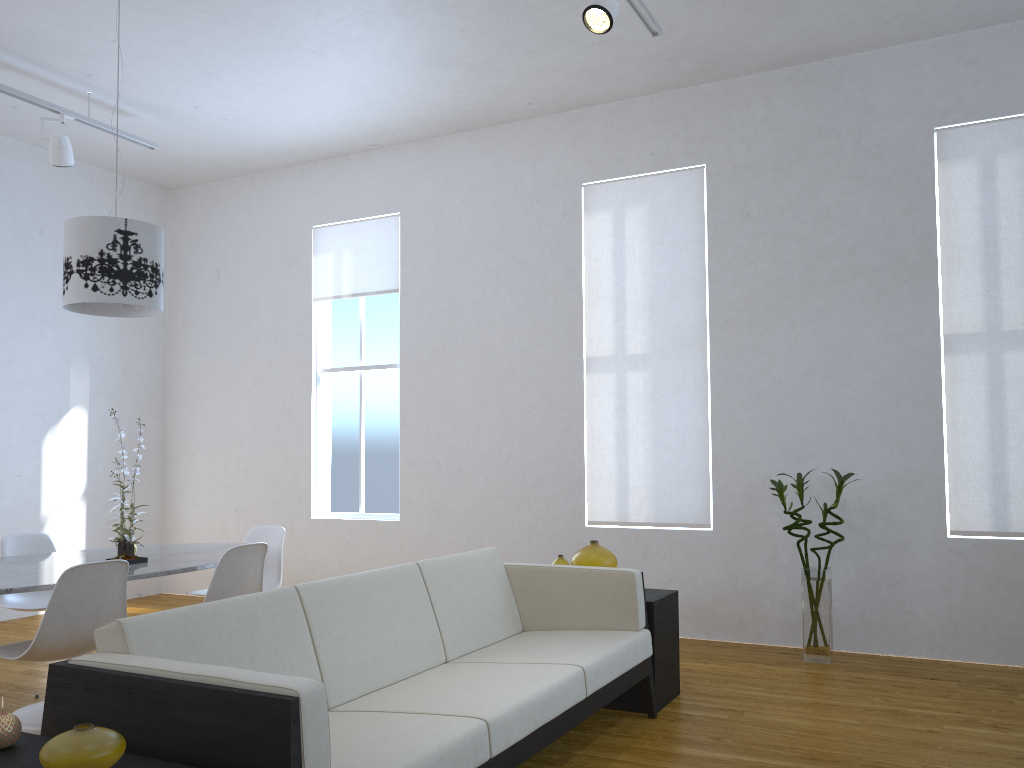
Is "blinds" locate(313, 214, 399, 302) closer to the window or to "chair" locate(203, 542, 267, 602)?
the window

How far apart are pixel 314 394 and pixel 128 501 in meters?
1.7 m

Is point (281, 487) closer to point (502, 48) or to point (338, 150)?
point (338, 150)

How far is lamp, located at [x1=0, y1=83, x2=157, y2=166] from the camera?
4.9 meters

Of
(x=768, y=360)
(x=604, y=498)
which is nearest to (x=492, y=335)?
(x=604, y=498)

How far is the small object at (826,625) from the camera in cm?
442

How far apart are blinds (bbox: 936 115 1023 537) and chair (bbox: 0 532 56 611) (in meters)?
4.46

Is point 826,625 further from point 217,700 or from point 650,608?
point 217,700

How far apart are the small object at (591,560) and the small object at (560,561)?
0.07m

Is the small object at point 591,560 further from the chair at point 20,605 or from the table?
the chair at point 20,605
